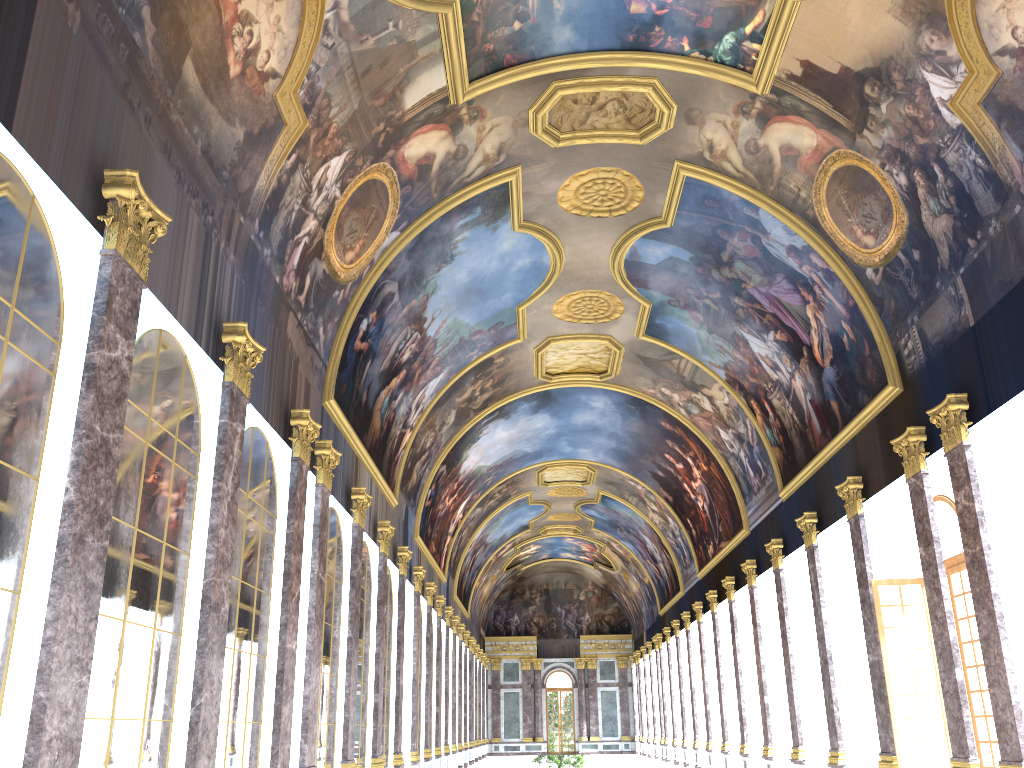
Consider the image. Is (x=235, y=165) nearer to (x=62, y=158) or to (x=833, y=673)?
(x=62, y=158)

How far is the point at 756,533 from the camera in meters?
29.0
